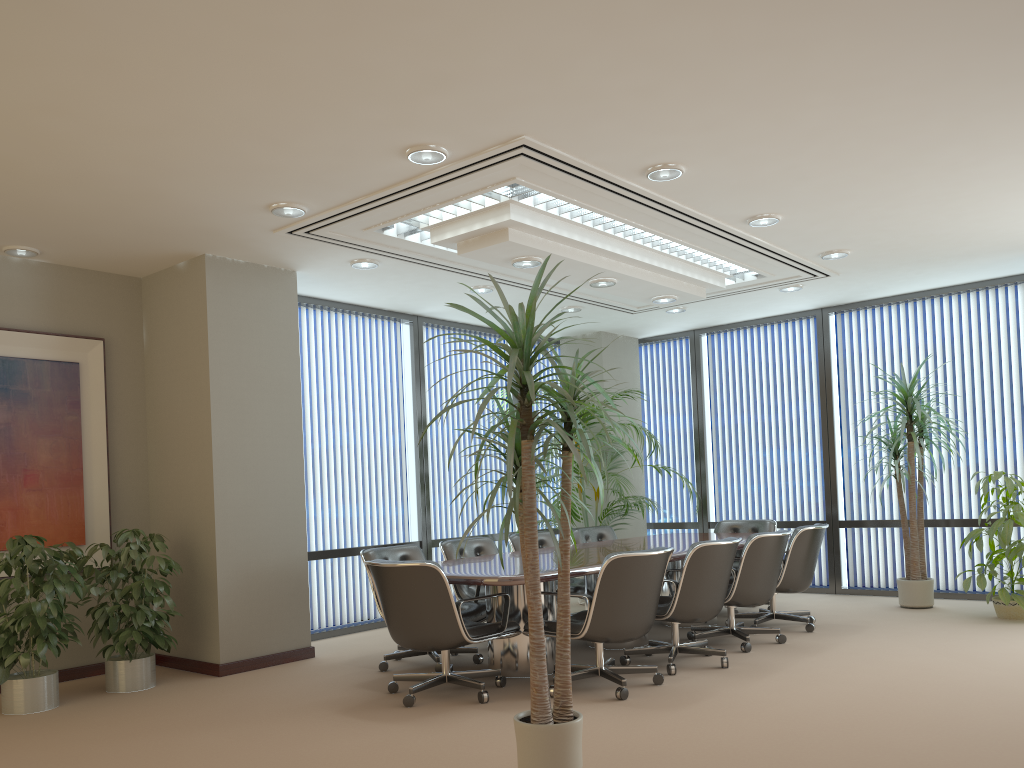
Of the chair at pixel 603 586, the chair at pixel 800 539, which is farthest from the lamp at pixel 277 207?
the chair at pixel 800 539

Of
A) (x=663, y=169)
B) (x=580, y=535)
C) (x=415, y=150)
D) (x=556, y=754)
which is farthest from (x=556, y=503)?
(x=556, y=754)

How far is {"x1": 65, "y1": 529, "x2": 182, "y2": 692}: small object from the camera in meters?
5.7 m

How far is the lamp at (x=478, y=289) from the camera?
7.9 meters

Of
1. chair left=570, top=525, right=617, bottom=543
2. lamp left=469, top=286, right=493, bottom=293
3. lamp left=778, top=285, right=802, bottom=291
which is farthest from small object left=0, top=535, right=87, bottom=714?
lamp left=778, top=285, right=802, bottom=291

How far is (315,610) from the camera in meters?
7.7

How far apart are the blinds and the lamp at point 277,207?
6.6m

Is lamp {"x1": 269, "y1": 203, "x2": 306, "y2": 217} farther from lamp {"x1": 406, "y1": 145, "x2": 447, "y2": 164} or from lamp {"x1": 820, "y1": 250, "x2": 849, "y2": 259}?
lamp {"x1": 820, "y1": 250, "x2": 849, "y2": 259}

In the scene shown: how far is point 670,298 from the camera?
7.7 meters

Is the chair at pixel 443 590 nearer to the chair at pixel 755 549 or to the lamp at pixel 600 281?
the chair at pixel 755 549
